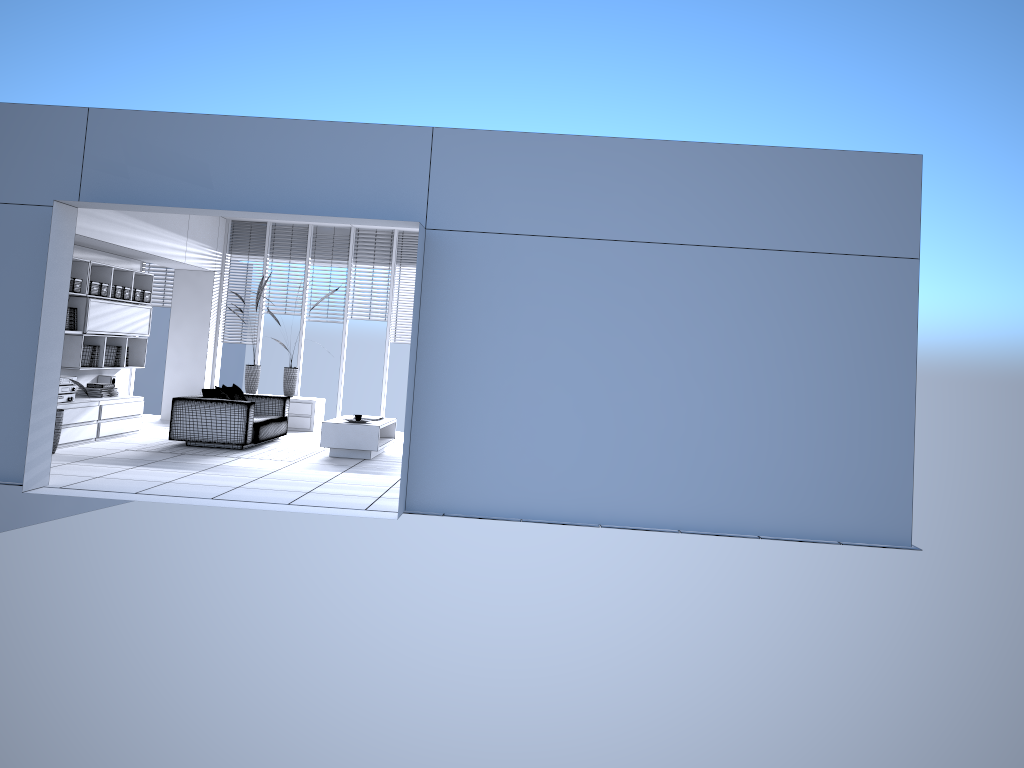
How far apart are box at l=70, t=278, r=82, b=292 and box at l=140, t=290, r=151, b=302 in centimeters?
165cm

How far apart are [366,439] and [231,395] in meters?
2.1 m

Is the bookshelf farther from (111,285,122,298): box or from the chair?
the chair

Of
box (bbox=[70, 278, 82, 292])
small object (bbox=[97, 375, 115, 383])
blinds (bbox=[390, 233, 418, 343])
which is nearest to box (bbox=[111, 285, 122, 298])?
box (bbox=[70, 278, 82, 292])

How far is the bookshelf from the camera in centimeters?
1004cm

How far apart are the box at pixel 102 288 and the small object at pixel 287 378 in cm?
301

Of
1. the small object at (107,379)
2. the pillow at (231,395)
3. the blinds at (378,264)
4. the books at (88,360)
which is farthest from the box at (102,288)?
the blinds at (378,264)

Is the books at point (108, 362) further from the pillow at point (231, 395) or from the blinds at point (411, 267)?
the blinds at point (411, 267)

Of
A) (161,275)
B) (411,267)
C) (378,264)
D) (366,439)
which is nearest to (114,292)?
(161,275)

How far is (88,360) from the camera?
10.4m
